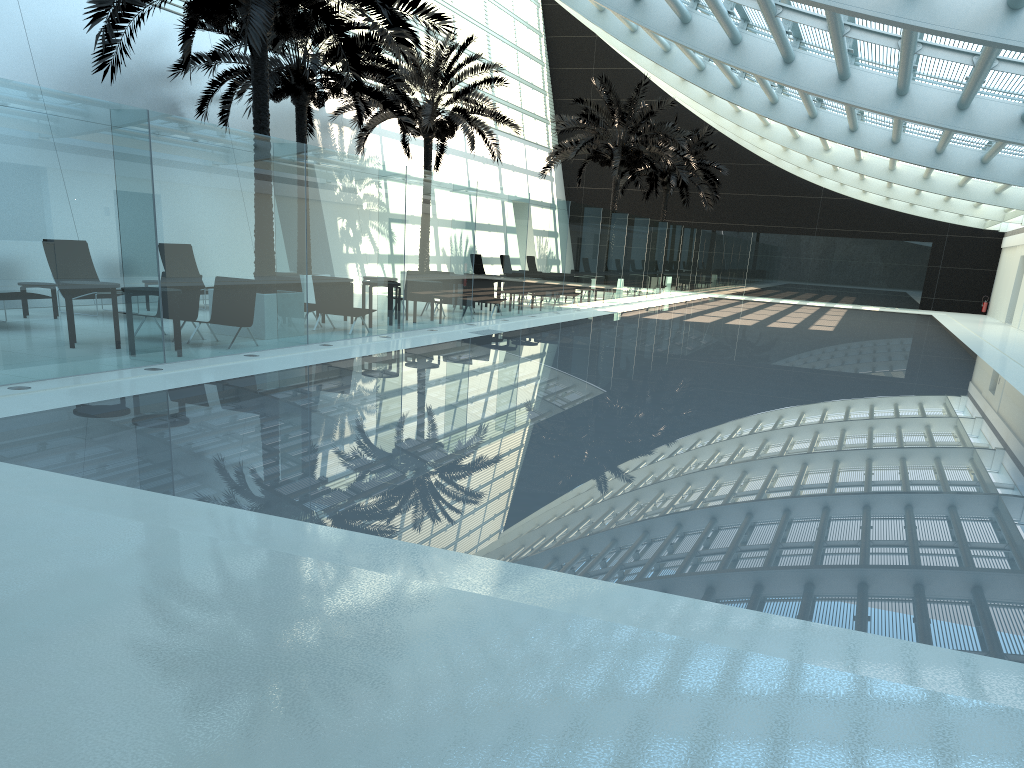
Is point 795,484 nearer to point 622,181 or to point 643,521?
point 643,521

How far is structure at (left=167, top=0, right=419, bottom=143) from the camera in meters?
18.1

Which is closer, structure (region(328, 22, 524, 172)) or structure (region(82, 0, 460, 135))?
structure (region(82, 0, 460, 135))

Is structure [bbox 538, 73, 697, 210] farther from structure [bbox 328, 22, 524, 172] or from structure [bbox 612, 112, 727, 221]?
structure [bbox 612, 112, 727, 221]

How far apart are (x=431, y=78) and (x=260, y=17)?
12.1m

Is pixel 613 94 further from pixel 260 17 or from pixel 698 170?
pixel 260 17

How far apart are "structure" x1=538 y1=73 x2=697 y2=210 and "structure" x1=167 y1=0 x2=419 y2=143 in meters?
8.9

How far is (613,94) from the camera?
28.90m

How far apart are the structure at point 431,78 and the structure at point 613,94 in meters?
3.2 m

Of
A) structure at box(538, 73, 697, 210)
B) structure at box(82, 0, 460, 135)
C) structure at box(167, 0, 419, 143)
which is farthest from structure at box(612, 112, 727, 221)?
structure at box(82, 0, 460, 135)
